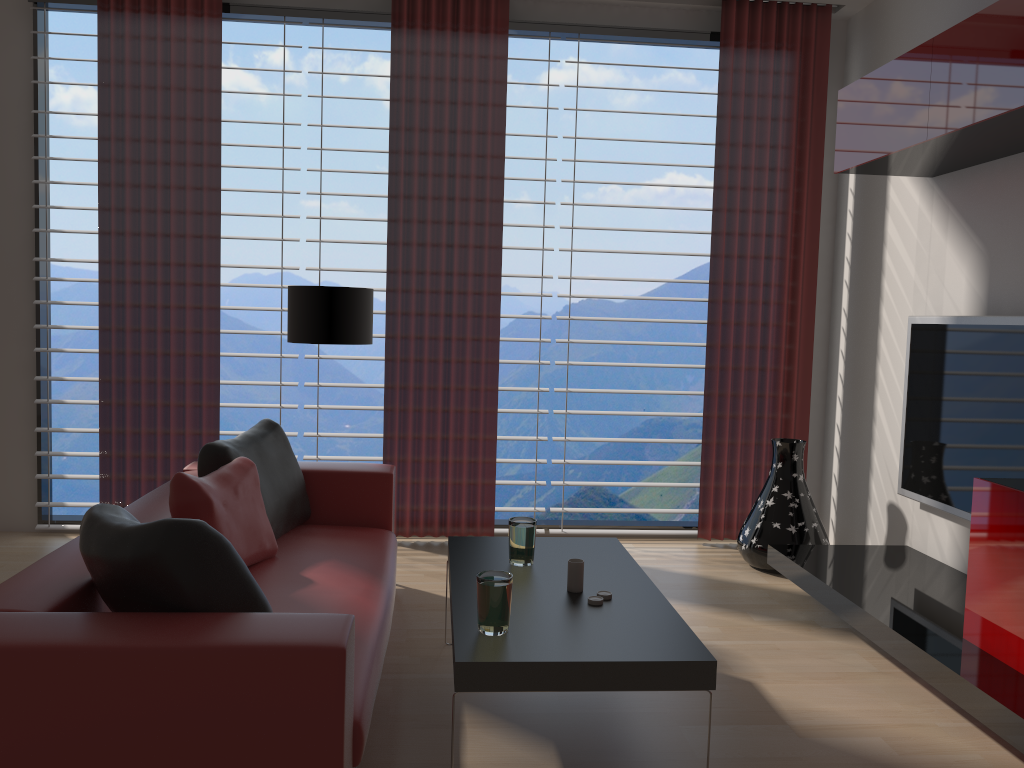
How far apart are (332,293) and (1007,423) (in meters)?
4.05

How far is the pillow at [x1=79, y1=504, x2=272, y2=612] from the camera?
2.8 meters

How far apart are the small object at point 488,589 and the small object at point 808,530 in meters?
3.4 m

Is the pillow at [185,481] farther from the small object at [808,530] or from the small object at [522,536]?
the small object at [808,530]

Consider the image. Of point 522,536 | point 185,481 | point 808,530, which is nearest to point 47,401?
Result: point 185,481

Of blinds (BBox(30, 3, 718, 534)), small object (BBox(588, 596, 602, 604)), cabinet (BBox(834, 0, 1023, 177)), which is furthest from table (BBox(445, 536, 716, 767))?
cabinet (BBox(834, 0, 1023, 177))

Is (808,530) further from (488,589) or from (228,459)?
(228,459)

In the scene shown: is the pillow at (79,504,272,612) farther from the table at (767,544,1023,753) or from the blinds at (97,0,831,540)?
the blinds at (97,0,831,540)

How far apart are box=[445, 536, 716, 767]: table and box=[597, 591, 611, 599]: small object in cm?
3

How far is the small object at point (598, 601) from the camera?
3.66m
